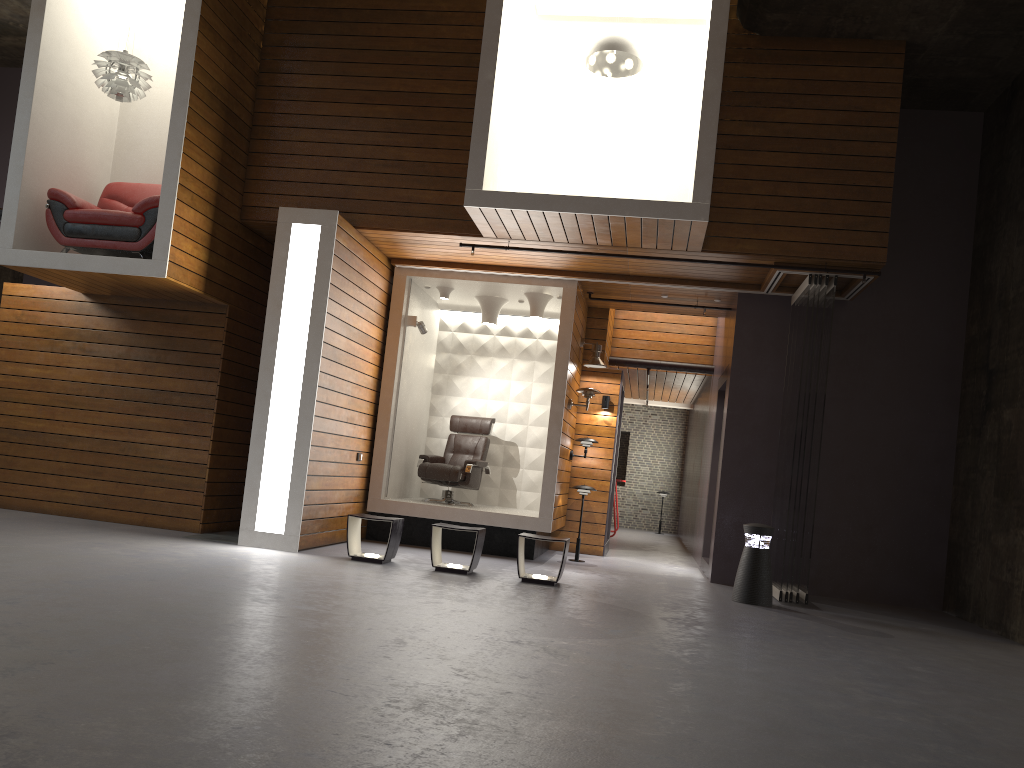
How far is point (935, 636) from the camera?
6.8 meters

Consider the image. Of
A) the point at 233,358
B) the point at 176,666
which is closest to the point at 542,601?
the point at 176,666

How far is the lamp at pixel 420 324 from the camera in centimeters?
980cm

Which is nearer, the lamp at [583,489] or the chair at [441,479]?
the lamp at [583,489]

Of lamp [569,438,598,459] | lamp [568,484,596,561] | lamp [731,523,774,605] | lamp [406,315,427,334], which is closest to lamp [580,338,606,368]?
lamp [569,438,598,459]

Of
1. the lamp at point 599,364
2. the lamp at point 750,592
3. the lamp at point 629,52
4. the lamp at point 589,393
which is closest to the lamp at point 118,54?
the lamp at point 629,52

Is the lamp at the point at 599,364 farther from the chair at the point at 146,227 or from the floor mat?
the chair at the point at 146,227

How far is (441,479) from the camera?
10.1m

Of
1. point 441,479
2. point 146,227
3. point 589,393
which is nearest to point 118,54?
point 146,227

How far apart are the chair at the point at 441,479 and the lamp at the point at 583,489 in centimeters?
122cm
